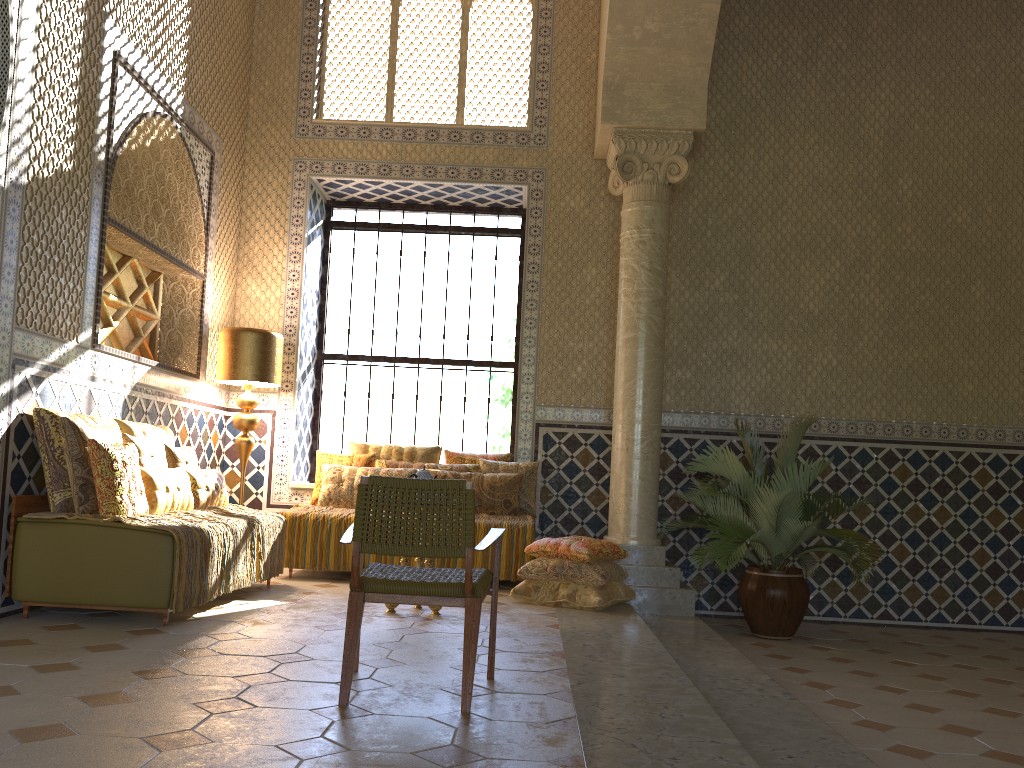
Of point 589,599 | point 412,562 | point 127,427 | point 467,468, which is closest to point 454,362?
point 467,468

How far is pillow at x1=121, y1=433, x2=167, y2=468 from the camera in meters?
7.6

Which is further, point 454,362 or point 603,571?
point 454,362

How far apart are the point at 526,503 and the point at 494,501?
0.44m

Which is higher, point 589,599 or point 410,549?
point 410,549

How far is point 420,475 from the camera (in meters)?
7.88

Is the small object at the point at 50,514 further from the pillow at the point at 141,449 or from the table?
the table

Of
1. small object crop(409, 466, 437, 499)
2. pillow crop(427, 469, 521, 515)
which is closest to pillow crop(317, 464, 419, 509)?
pillow crop(427, 469, 521, 515)

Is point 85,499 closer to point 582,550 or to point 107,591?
point 107,591

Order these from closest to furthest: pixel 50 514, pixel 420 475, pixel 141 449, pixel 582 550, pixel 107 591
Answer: pixel 107 591 < pixel 50 514 < pixel 141 449 < pixel 420 475 < pixel 582 550
